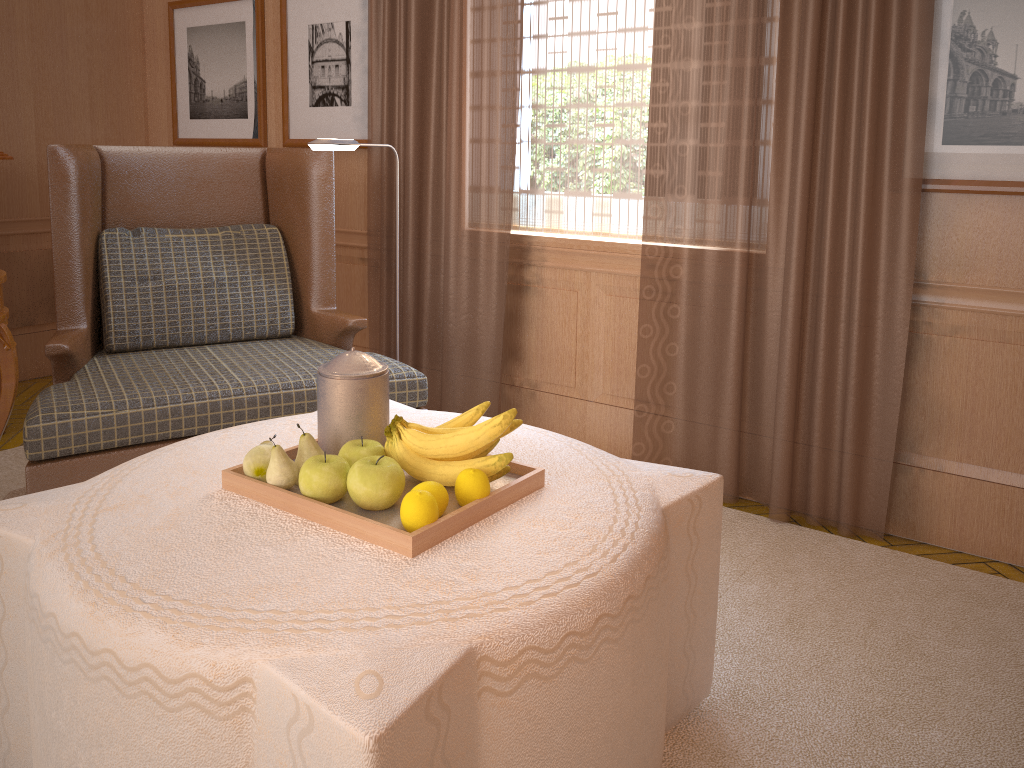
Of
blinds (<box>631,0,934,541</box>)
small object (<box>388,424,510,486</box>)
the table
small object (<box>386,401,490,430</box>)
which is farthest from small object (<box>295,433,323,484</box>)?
blinds (<box>631,0,934,541</box>)

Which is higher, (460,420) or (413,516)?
(460,420)

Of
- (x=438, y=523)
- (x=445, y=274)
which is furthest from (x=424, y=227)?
(x=438, y=523)

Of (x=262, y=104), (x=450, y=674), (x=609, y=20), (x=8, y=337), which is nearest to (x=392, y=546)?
(x=450, y=674)

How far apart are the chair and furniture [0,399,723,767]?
0.8 meters

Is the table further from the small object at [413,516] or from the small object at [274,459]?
the small object at [413,516]

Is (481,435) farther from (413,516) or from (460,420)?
(413,516)

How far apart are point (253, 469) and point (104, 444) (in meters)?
1.63

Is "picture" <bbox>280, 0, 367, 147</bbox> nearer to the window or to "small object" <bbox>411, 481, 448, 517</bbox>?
the window

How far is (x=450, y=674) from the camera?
2.0 meters
